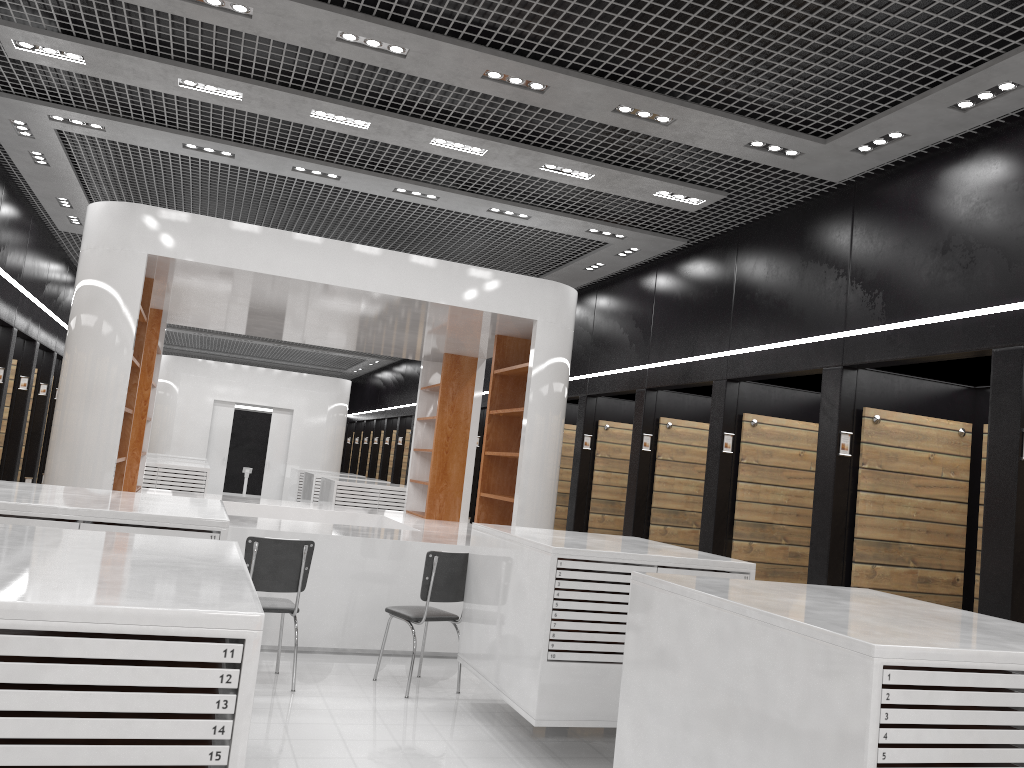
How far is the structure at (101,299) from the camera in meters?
6.7

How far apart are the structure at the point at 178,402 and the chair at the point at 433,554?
14.06m

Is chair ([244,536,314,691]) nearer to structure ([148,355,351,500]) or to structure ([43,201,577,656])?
structure ([43,201,577,656])

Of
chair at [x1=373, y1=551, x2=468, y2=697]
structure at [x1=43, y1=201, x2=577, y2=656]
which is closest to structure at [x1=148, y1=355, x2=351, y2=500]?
structure at [x1=43, y1=201, x2=577, y2=656]

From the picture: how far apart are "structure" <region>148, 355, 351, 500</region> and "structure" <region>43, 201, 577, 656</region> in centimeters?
899cm

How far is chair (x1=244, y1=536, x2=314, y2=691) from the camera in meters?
5.8 m

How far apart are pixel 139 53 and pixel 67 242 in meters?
7.2

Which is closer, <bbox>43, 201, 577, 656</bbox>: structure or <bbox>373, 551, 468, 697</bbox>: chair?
<bbox>373, 551, 468, 697</bbox>: chair

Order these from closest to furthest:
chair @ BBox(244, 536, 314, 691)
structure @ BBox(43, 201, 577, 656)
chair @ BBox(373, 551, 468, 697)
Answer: chair @ BBox(244, 536, 314, 691) → chair @ BBox(373, 551, 468, 697) → structure @ BBox(43, 201, 577, 656)

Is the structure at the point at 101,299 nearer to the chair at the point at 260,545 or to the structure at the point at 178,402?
the chair at the point at 260,545
